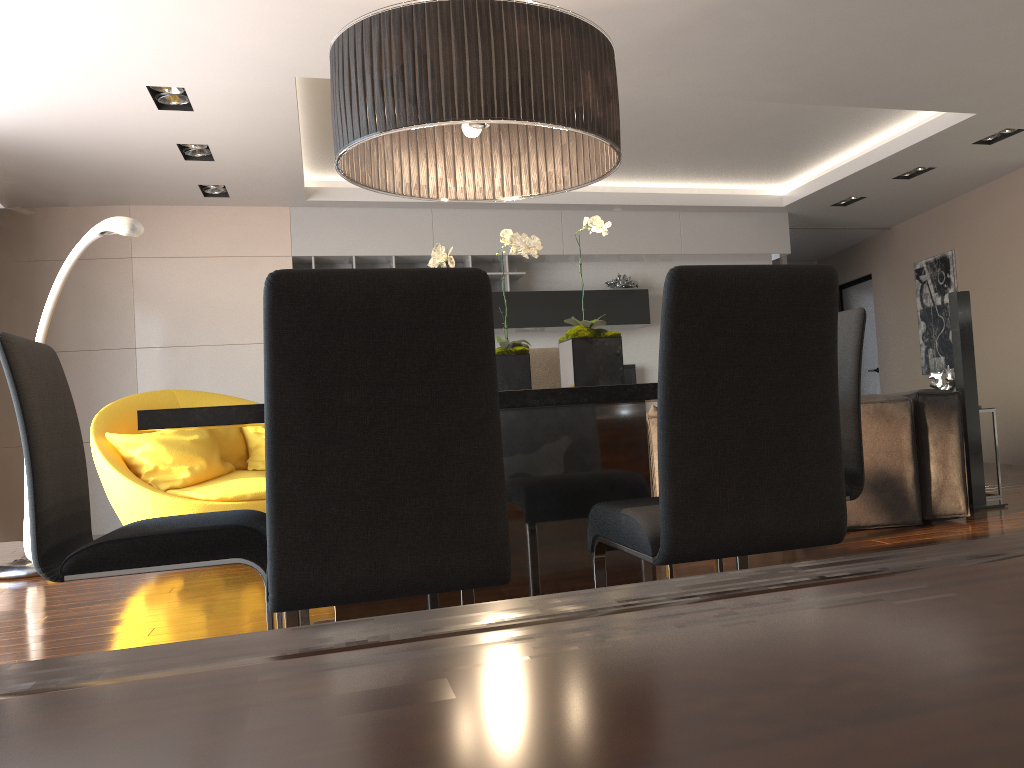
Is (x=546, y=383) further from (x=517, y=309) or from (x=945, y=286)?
(x=945, y=286)

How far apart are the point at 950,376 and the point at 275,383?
4.97m

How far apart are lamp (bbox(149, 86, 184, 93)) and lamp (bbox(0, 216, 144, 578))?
0.9 meters

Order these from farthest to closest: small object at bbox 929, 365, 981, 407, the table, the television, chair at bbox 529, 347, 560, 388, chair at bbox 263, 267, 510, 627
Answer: the television → small object at bbox 929, 365, 981, 407 → chair at bbox 529, 347, 560, 388 → the table → chair at bbox 263, 267, 510, 627

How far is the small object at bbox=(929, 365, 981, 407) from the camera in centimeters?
540cm

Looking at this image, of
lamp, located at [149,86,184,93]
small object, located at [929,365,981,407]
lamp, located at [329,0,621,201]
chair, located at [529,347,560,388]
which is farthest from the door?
lamp, located at [329,0,621,201]

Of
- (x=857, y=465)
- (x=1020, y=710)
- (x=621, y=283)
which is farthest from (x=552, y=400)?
(x=621, y=283)

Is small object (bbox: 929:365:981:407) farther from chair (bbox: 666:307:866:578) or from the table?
the table

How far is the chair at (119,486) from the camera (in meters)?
4.82

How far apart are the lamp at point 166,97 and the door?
7.7m
